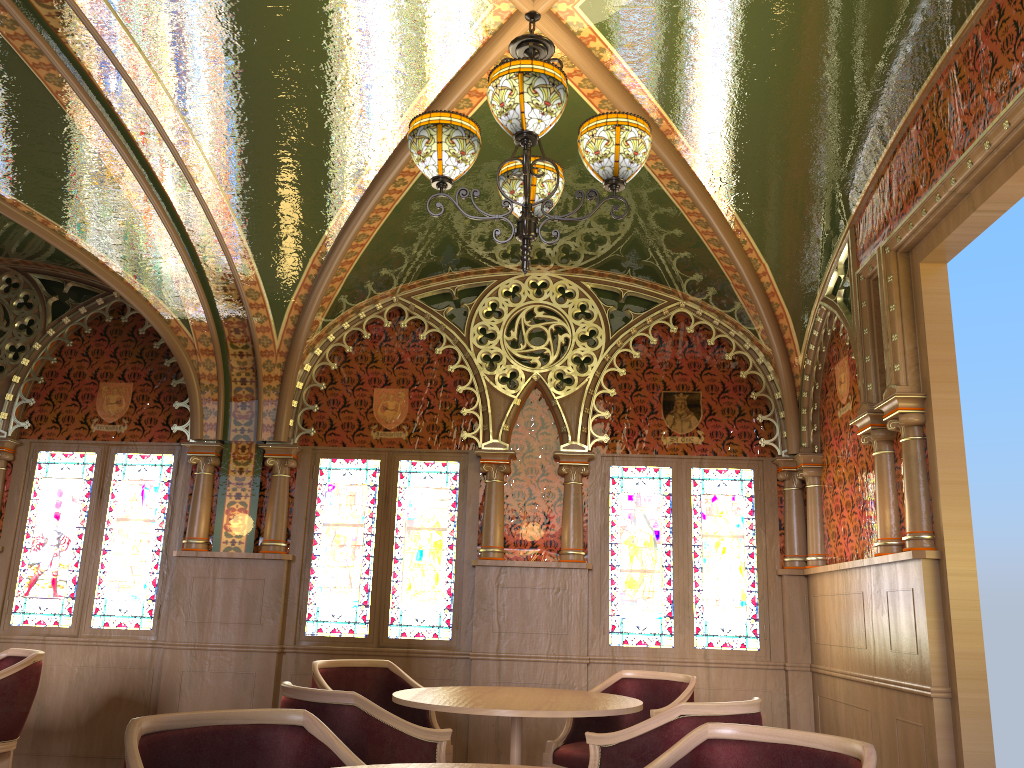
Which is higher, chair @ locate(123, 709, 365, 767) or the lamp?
the lamp

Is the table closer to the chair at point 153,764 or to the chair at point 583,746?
the chair at point 583,746

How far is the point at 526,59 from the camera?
3.1m

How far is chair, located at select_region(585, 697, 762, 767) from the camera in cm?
319

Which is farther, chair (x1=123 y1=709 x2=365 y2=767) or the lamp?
the lamp

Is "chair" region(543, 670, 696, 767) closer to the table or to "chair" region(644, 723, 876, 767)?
the table

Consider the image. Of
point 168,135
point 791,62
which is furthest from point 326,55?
point 791,62

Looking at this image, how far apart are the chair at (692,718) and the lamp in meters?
1.7

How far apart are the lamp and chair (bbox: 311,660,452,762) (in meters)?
2.63

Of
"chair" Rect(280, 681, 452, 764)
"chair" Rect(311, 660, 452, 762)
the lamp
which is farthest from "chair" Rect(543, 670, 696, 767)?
the lamp
